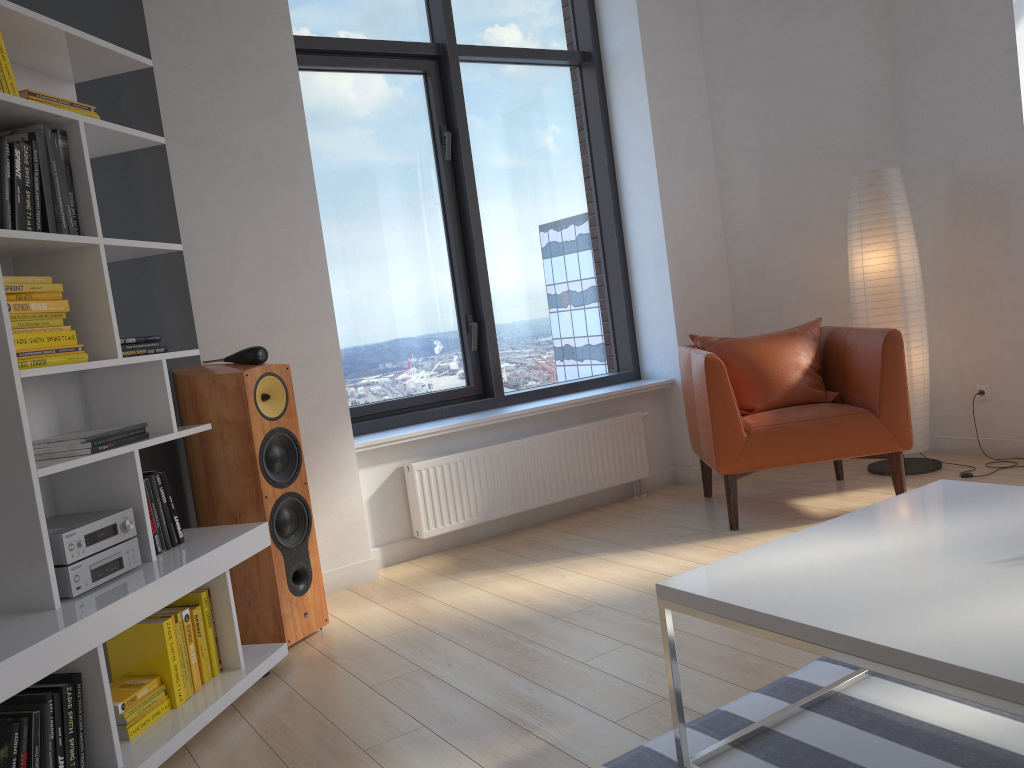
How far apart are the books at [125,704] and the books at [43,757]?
0.3 meters

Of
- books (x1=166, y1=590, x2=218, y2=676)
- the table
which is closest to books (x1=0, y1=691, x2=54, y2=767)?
books (x1=166, y1=590, x2=218, y2=676)

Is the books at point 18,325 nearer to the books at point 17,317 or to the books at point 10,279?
the books at point 17,317

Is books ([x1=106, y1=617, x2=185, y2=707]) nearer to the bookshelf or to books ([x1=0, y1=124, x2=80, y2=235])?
the bookshelf

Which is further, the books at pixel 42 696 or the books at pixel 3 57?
the books at pixel 3 57

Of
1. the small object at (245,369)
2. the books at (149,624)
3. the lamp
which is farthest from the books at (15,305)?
the lamp

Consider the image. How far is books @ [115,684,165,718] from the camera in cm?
239

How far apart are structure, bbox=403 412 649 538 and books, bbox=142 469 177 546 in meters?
1.4 m

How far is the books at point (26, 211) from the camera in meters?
2.3 m

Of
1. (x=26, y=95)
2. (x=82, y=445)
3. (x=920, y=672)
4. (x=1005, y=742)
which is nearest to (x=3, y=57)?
(x=26, y=95)
